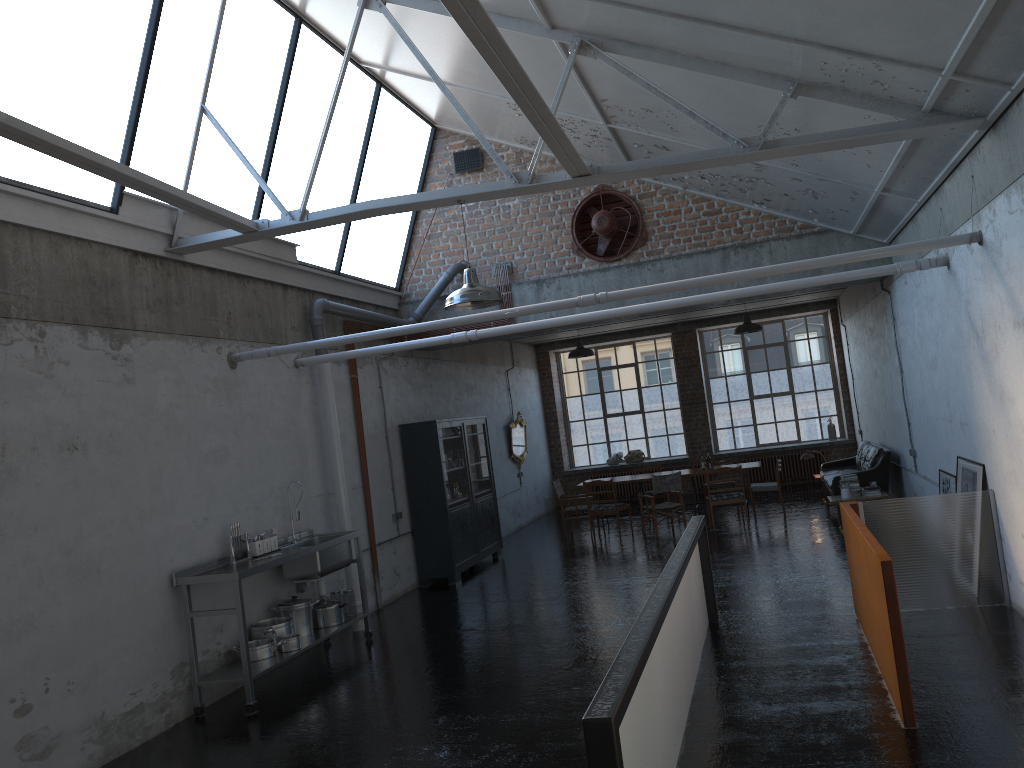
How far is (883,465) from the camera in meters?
13.0 m

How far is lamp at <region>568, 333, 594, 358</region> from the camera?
15.8 meters

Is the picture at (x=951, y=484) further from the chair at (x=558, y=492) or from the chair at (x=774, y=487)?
the chair at (x=558, y=492)

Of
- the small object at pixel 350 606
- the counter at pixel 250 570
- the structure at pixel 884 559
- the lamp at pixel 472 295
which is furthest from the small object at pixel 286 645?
the structure at pixel 884 559

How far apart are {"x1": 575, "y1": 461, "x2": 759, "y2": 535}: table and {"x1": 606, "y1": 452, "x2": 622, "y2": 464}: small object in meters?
5.2

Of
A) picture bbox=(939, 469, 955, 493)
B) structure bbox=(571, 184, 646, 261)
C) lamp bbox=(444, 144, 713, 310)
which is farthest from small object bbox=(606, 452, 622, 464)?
lamp bbox=(444, 144, 713, 310)

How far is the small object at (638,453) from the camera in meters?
20.5 m

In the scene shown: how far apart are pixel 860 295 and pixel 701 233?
4.5m

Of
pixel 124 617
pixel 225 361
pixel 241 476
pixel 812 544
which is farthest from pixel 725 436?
pixel 124 617

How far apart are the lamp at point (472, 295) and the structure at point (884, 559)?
3.27m
